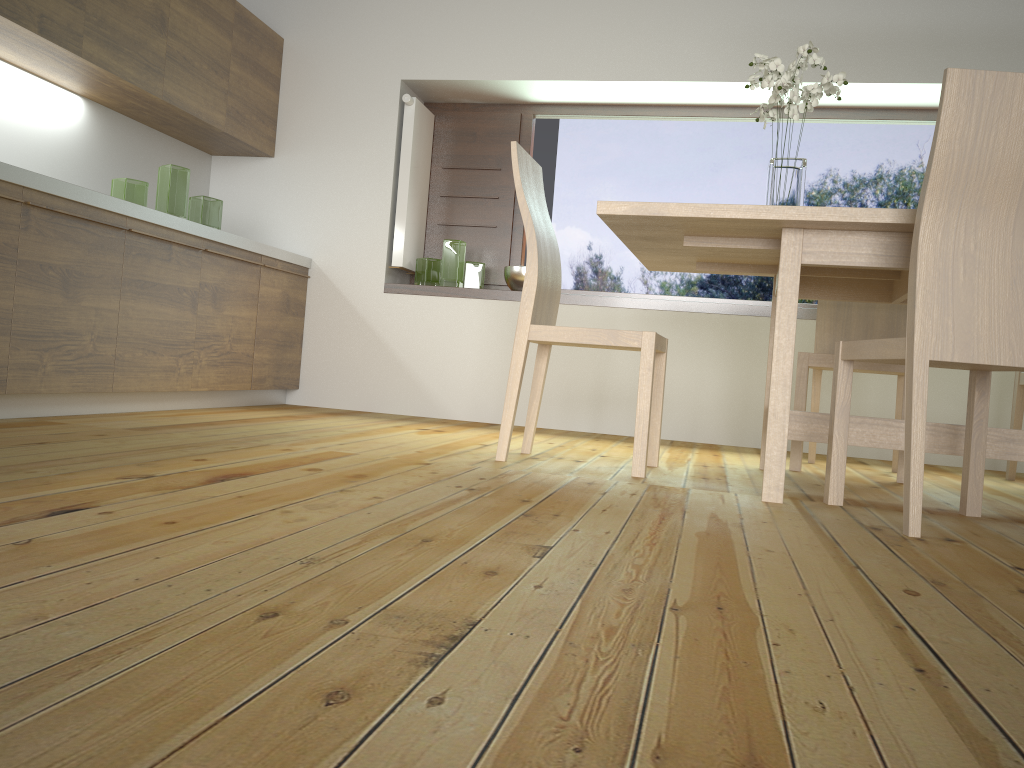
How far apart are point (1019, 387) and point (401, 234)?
3.0 meters

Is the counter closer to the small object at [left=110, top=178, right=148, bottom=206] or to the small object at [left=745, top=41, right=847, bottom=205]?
the small object at [left=110, top=178, right=148, bottom=206]

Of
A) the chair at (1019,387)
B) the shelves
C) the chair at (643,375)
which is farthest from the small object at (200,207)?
the chair at (1019,387)

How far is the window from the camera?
4.59m

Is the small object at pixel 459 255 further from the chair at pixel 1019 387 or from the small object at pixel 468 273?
the chair at pixel 1019 387

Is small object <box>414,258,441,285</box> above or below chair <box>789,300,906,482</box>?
above

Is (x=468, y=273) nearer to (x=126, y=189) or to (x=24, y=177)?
(x=126, y=189)

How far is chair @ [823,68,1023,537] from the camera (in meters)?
1.90

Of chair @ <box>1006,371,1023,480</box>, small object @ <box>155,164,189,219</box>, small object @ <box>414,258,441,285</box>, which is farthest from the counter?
chair @ <box>1006,371,1023,480</box>

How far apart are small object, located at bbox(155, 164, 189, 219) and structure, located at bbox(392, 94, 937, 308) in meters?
1.2 m
